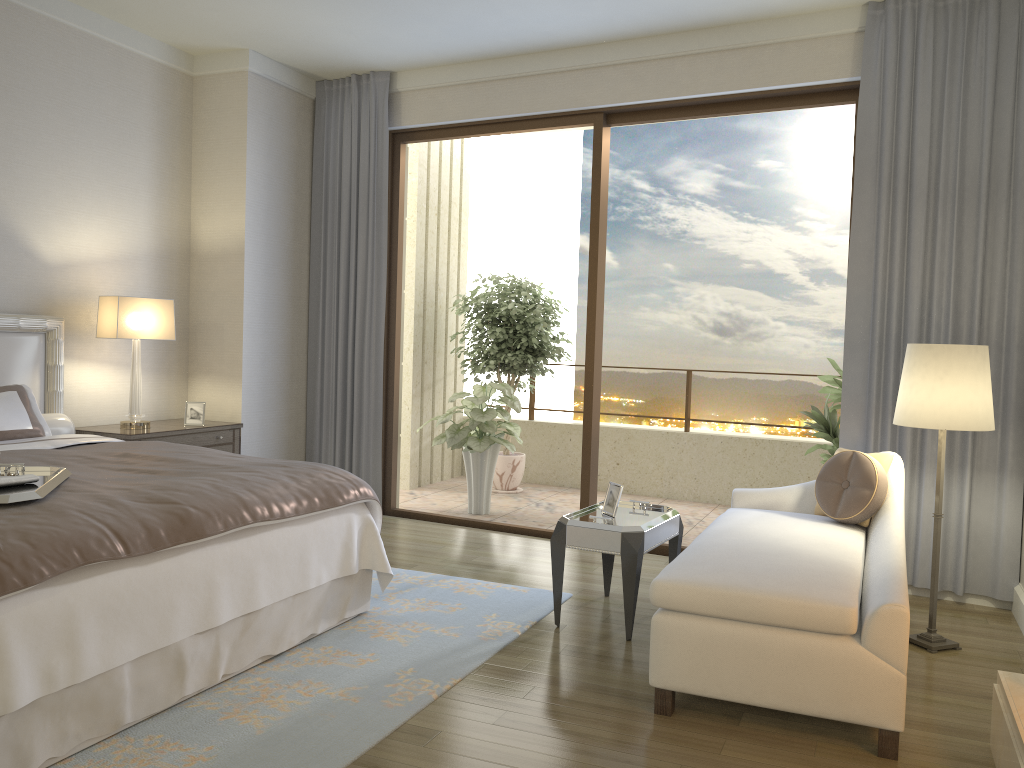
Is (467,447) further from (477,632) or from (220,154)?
(477,632)

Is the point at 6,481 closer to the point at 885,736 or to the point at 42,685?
the point at 42,685

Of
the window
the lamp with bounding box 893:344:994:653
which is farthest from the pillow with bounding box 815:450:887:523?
the window

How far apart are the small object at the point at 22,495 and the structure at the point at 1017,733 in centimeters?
282cm

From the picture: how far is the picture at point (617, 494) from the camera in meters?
4.1 m

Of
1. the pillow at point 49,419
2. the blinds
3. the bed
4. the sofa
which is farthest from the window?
the pillow at point 49,419

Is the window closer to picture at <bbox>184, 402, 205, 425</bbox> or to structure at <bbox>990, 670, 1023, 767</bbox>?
picture at <bbox>184, 402, 205, 425</bbox>

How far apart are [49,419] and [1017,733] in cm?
451

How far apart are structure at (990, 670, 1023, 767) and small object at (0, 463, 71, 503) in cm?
282

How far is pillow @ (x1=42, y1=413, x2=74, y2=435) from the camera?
4.7 meters
